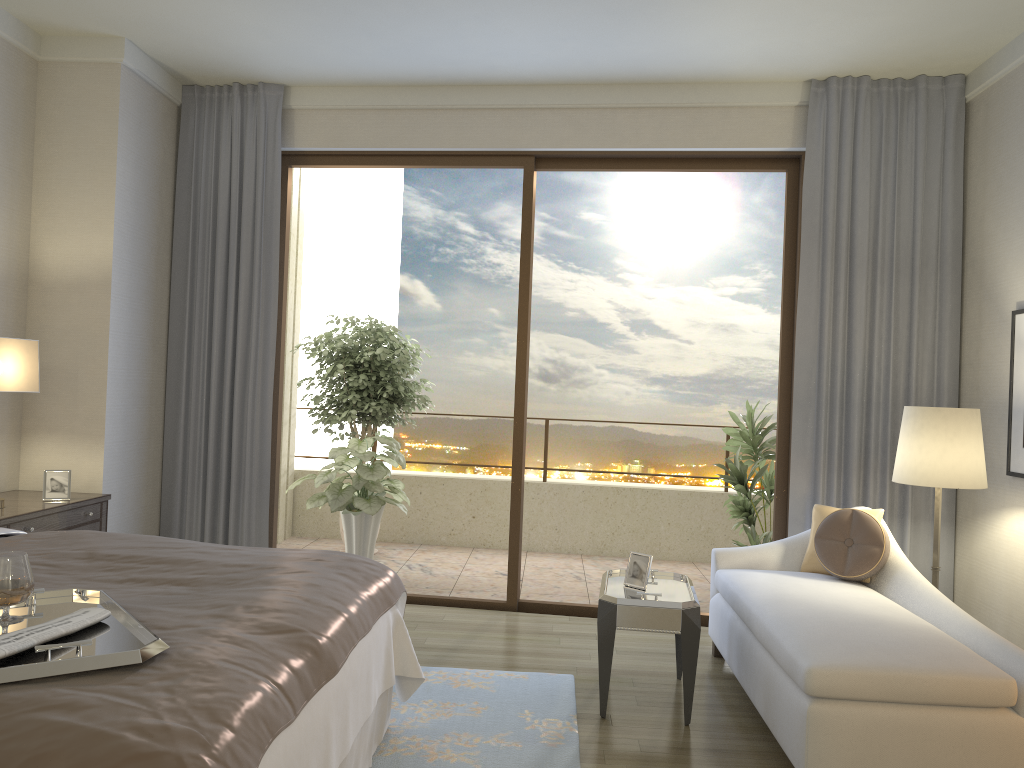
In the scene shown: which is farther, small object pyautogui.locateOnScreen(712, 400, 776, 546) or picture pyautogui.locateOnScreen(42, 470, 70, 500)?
small object pyautogui.locateOnScreen(712, 400, 776, 546)

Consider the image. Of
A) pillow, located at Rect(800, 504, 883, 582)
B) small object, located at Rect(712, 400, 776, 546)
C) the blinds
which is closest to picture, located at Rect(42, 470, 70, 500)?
the blinds

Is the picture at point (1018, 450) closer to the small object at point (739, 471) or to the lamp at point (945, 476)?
the lamp at point (945, 476)

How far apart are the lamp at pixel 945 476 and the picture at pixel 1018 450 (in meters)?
0.33

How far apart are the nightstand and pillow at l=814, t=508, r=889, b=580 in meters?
3.5

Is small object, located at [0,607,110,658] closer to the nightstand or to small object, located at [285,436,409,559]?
the nightstand

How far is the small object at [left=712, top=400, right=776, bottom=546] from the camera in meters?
5.6

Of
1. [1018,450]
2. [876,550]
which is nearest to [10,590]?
[876,550]

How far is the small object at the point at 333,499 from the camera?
5.9 meters

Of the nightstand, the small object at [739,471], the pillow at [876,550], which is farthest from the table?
the nightstand
